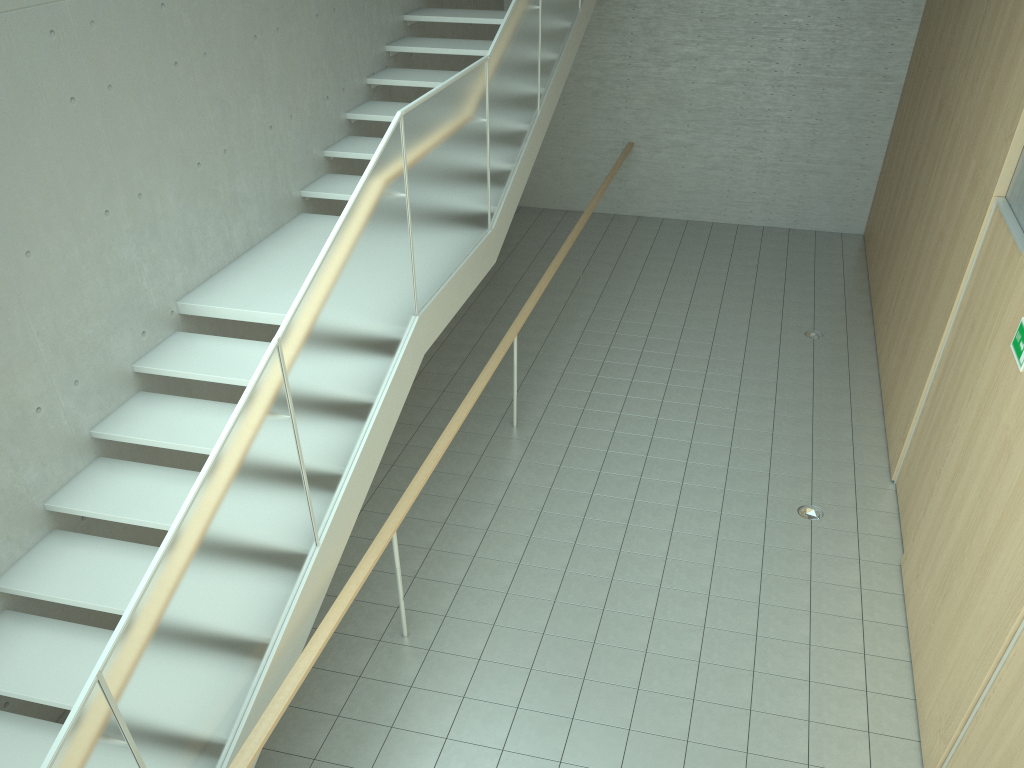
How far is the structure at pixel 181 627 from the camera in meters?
3.0 m

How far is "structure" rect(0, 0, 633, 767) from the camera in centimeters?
301cm

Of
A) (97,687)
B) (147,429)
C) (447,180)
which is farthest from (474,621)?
(97,687)
